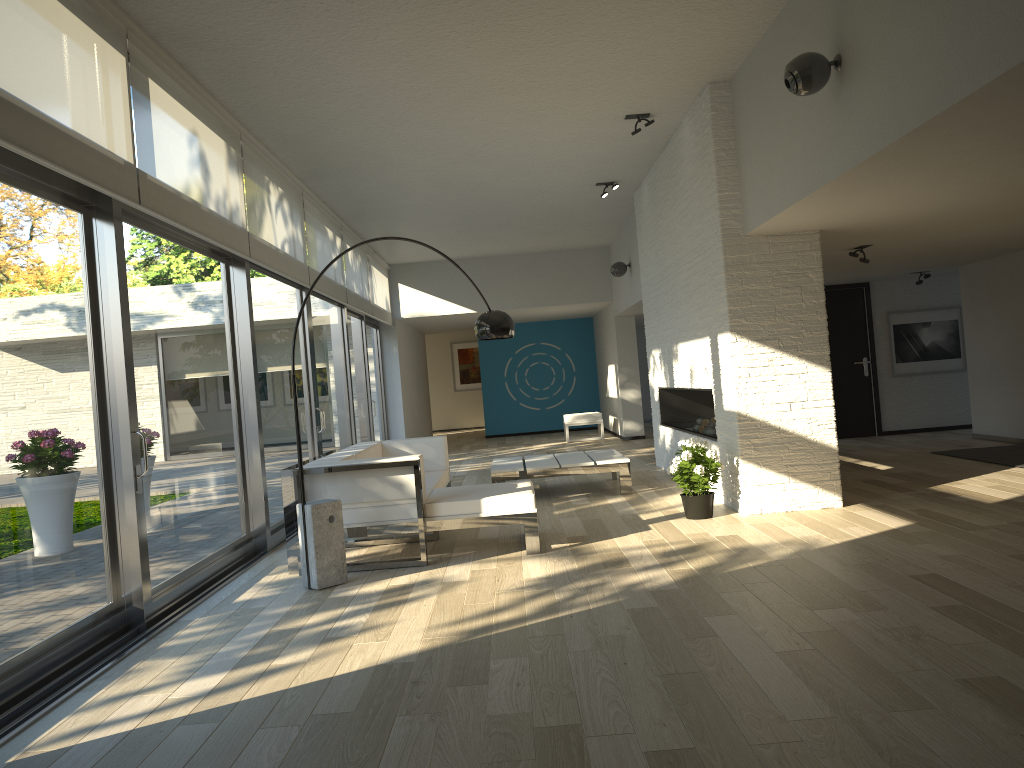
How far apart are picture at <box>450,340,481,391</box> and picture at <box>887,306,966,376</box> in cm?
1146

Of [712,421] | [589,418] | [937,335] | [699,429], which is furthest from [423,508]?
[589,418]

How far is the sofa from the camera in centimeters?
542cm

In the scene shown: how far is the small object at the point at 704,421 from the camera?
8.6 meters

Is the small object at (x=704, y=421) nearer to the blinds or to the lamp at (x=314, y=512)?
the lamp at (x=314, y=512)

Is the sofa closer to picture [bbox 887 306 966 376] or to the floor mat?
the floor mat

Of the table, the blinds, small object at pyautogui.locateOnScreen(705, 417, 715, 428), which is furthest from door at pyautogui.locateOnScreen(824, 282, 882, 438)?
the blinds

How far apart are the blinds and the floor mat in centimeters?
639cm

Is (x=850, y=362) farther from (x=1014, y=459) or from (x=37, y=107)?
(x=37, y=107)

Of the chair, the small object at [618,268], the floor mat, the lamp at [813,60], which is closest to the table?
the floor mat
